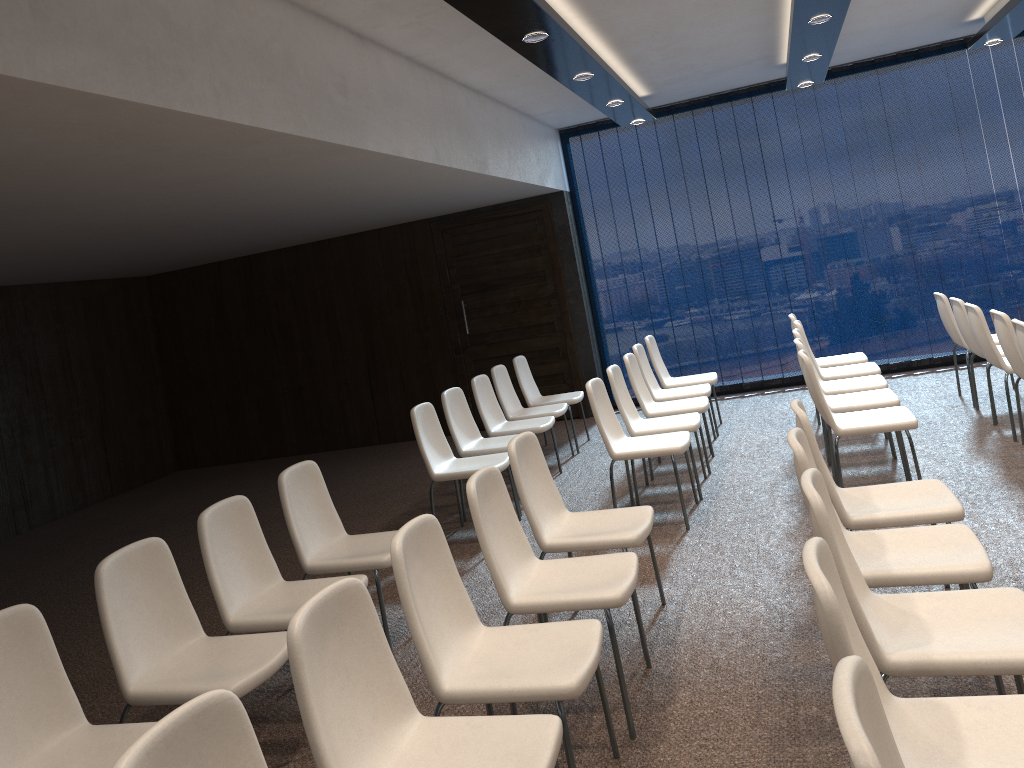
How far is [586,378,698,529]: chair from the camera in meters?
5.3 m

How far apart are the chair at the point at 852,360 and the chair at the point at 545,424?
2.2 meters

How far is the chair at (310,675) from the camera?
2.2 meters

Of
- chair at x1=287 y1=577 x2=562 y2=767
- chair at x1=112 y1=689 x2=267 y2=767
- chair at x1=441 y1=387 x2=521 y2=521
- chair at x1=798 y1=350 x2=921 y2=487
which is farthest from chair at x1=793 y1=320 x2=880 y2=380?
chair at x1=112 y1=689 x2=267 y2=767

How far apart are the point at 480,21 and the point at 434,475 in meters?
2.8 m

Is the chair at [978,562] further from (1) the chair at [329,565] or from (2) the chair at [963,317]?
(2) the chair at [963,317]

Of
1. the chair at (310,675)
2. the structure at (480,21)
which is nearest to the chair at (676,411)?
the structure at (480,21)

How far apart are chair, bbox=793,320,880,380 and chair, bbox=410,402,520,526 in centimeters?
256cm

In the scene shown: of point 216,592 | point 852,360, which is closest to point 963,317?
point 852,360

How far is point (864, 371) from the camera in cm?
657
